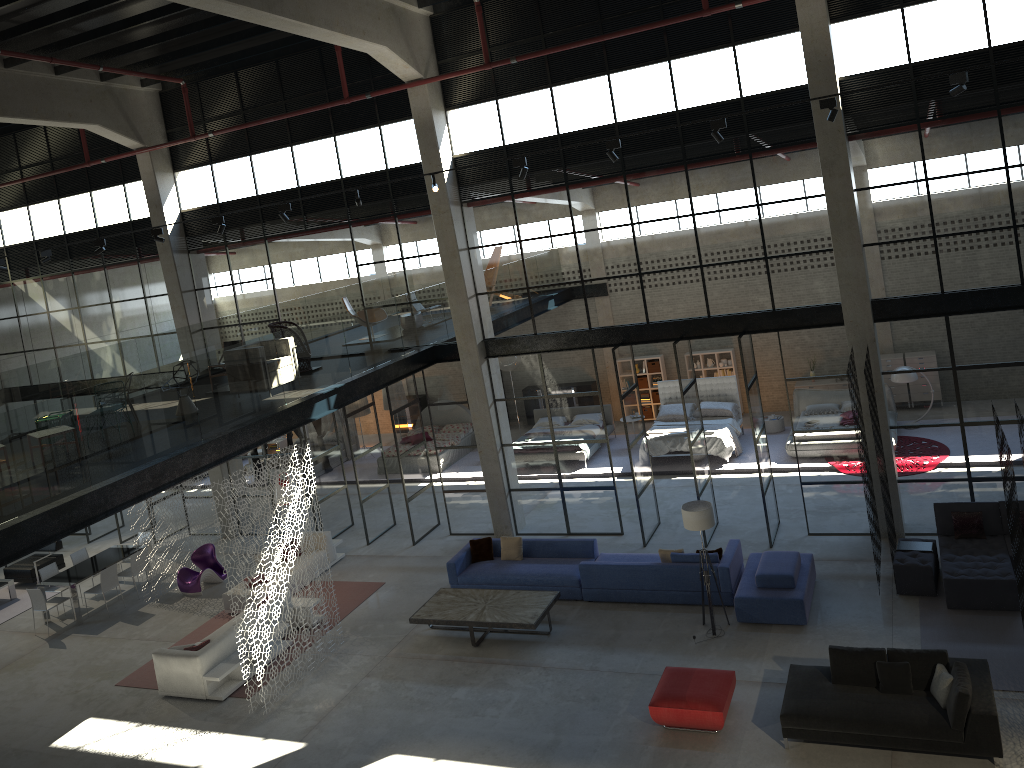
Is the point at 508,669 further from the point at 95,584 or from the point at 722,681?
the point at 95,584

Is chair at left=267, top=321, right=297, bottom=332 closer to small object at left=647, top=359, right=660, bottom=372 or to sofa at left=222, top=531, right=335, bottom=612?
sofa at left=222, top=531, right=335, bottom=612

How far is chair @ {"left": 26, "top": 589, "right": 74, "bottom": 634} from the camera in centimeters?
1634cm

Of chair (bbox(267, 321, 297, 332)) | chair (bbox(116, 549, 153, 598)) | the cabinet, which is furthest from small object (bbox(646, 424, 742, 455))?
chair (bbox(116, 549, 153, 598))

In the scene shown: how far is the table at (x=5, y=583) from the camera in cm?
1838

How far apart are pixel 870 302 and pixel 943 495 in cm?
336

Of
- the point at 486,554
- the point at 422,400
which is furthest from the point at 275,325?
the point at 422,400

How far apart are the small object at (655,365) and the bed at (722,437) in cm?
186

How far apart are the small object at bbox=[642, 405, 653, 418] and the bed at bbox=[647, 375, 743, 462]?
2.16m

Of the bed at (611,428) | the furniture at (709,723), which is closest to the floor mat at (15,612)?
the bed at (611,428)
